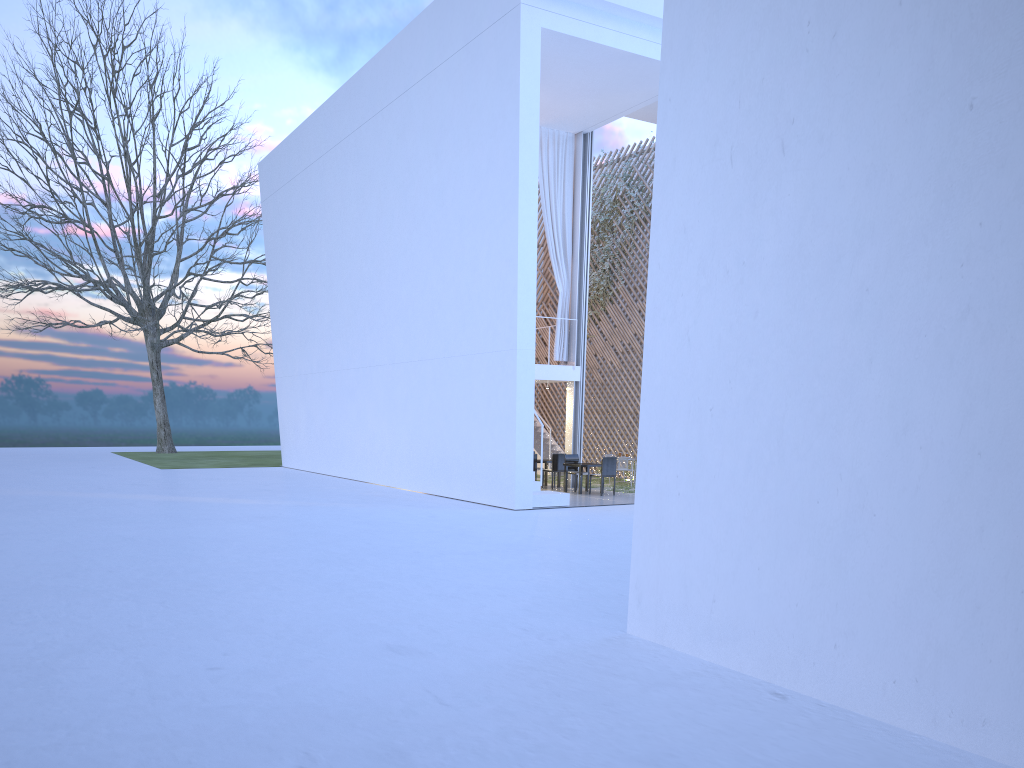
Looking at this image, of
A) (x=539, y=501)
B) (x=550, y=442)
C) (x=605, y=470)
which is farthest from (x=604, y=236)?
(x=539, y=501)

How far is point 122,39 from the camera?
18.23m

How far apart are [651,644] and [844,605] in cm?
87

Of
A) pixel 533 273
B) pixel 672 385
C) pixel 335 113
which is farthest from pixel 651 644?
pixel 335 113

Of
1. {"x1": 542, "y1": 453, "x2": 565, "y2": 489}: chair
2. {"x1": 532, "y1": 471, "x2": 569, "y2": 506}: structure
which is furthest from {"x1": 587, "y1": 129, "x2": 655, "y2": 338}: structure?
{"x1": 532, "y1": 471, "x2": 569, "y2": 506}: structure

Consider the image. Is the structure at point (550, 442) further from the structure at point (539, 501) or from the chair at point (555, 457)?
the structure at point (539, 501)

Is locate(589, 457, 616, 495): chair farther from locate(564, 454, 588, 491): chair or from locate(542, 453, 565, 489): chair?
locate(542, 453, 565, 489): chair

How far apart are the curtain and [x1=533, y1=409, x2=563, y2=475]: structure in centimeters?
240cm

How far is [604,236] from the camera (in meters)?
12.67

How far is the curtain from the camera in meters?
10.4 m
